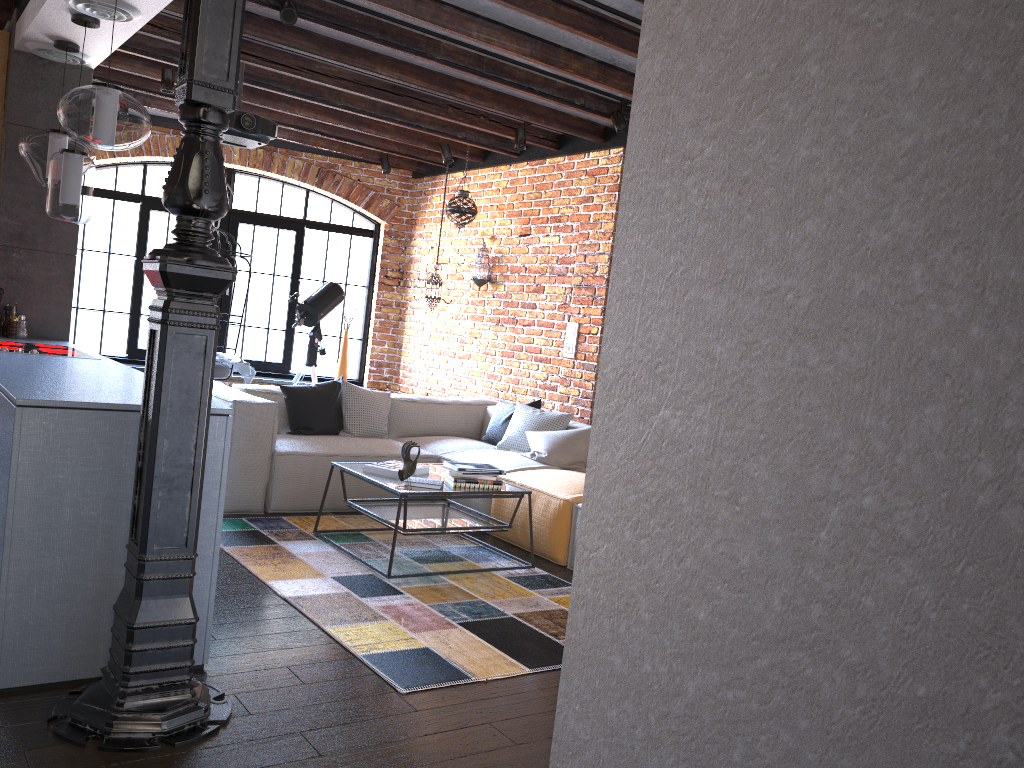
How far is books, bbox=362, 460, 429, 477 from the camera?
4.4m

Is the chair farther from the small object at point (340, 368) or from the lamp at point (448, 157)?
the lamp at point (448, 157)

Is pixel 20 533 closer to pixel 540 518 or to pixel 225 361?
pixel 540 518

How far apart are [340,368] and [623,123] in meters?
4.1 m

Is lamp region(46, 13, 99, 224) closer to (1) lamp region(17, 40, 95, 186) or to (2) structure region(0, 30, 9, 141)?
(1) lamp region(17, 40, 95, 186)

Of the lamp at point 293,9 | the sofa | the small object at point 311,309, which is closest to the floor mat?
the sofa

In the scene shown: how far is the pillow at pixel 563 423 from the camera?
5.89m

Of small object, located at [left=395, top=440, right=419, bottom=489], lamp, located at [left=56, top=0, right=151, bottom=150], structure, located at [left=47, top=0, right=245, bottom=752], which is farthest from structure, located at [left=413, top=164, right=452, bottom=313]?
structure, located at [left=47, top=0, right=245, bottom=752]

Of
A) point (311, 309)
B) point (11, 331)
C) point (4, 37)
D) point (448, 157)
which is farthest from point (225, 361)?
point (4, 37)

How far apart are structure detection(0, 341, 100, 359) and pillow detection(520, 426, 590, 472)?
2.6m
